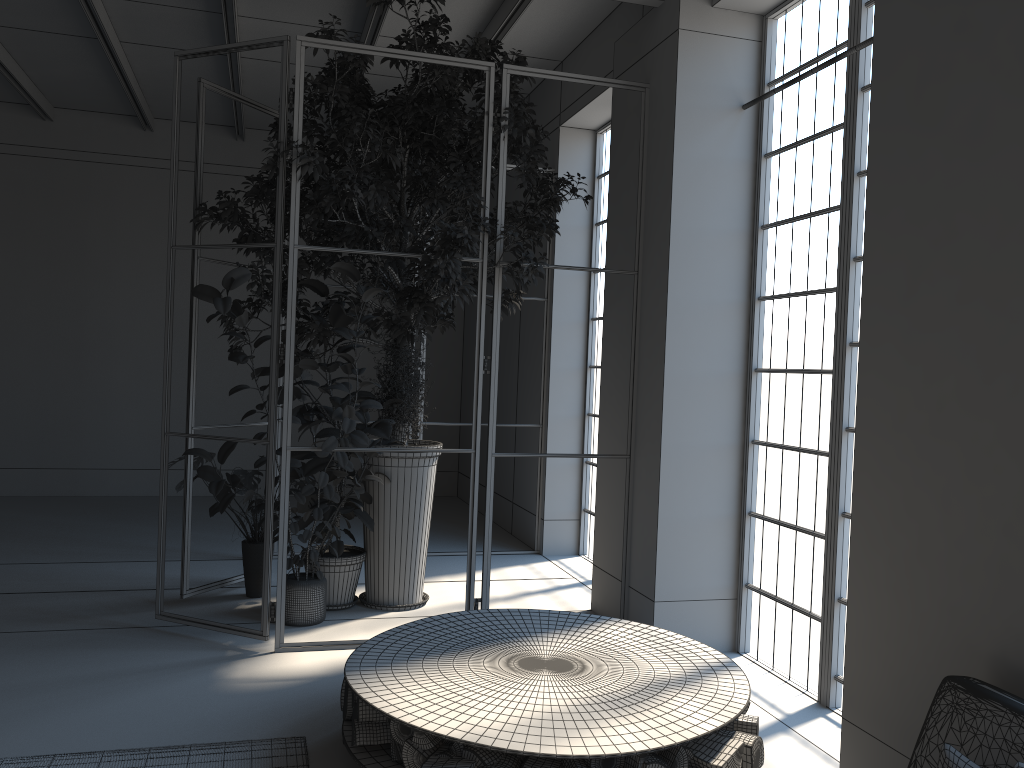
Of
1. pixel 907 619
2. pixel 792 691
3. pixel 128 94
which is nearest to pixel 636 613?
pixel 792 691

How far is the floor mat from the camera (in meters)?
3.51

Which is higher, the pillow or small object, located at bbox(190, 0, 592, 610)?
small object, located at bbox(190, 0, 592, 610)

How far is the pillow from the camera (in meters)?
2.46

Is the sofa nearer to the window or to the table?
the table

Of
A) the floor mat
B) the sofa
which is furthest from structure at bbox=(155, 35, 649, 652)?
the sofa

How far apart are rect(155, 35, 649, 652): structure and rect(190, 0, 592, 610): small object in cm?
5

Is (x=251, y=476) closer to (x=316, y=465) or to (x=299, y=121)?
(x=316, y=465)

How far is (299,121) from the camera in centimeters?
489cm

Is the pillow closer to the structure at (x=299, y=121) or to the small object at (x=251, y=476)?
the structure at (x=299, y=121)
